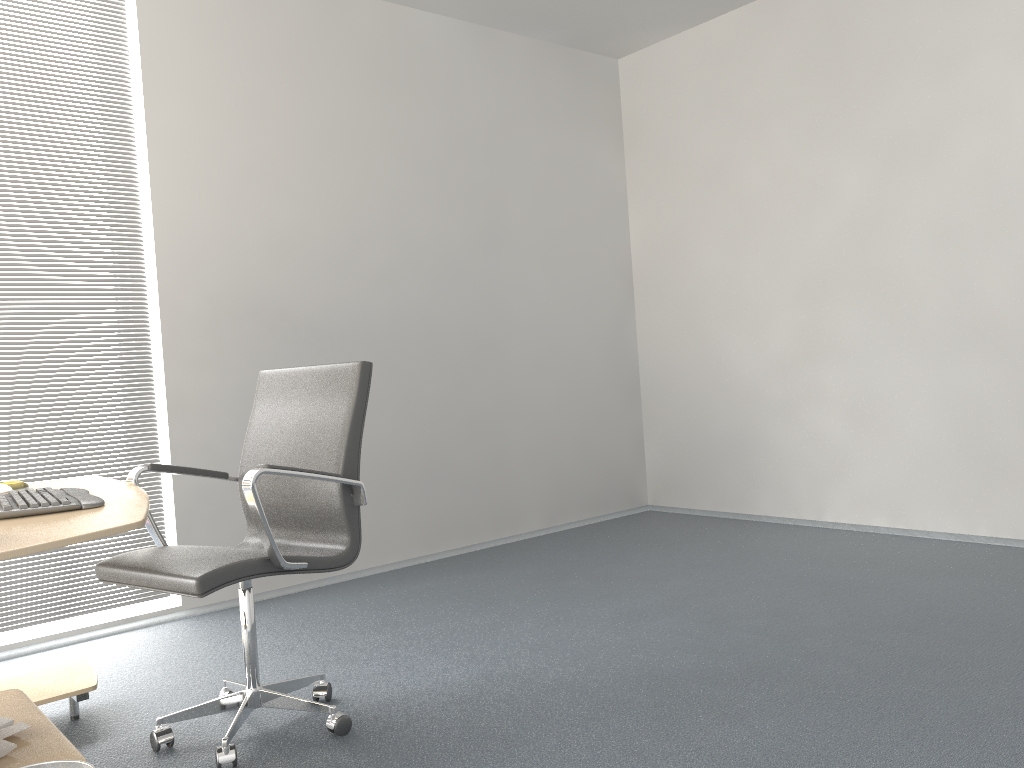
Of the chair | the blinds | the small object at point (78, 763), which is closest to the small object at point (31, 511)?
the chair

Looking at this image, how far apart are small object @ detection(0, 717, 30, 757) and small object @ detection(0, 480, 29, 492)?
0.88m

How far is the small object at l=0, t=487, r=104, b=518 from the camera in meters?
2.0

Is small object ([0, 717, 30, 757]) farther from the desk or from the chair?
the chair

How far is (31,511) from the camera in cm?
200

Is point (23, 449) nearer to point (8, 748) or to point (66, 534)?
point (8, 748)

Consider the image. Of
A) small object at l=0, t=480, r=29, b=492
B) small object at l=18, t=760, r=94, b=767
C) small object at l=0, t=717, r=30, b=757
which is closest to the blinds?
small object at l=0, t=480, r=29, b=492

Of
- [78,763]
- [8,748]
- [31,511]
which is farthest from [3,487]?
[78,763]

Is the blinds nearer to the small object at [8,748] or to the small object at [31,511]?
the small object at [31,511]

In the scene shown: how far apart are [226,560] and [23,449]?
1.8 meters
